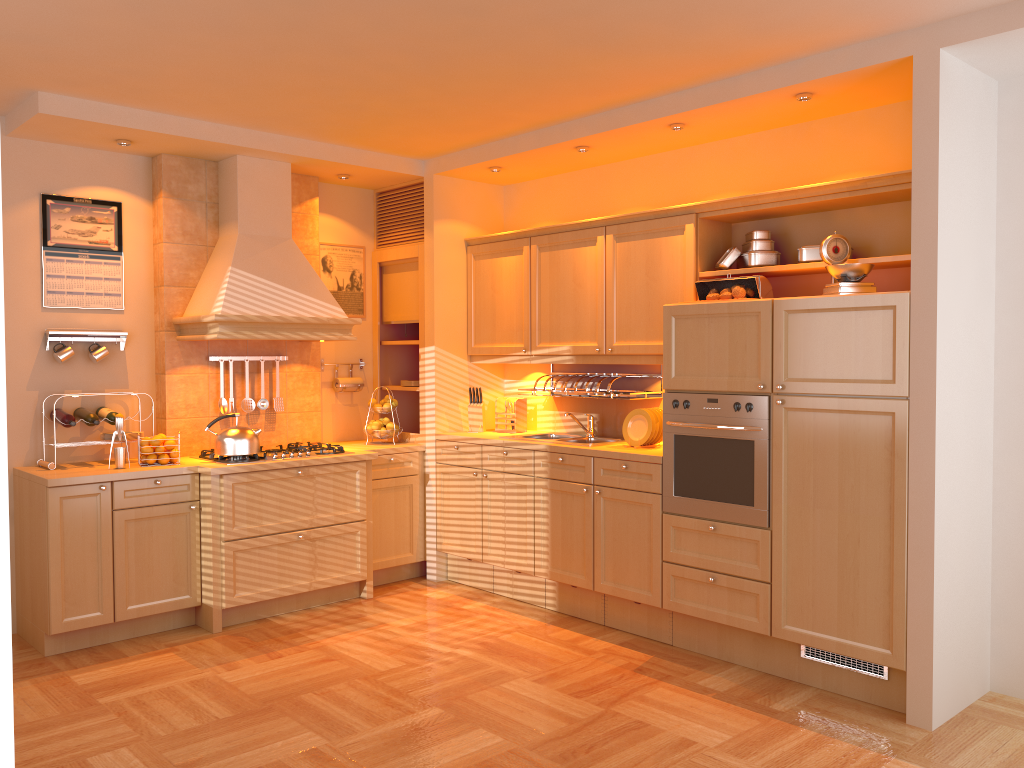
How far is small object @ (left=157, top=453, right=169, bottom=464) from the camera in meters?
4.7

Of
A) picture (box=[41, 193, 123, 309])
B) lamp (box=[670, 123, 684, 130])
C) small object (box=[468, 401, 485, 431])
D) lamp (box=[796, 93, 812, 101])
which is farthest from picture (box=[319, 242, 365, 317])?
lamp (box=[796, 93, 812, 101])

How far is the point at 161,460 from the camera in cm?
470

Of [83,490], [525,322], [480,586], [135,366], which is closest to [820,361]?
[525,322]

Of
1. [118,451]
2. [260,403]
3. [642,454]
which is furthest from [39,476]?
[642,454]

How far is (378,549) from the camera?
5.5 meters

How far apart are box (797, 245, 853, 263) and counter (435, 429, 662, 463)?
1.1m

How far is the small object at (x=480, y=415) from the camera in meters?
5.7

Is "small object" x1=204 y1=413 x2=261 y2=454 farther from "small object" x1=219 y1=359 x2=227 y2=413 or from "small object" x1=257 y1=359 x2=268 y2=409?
"small object" x1=257 y1=359 x2=268 y2=409

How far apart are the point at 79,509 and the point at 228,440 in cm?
80
